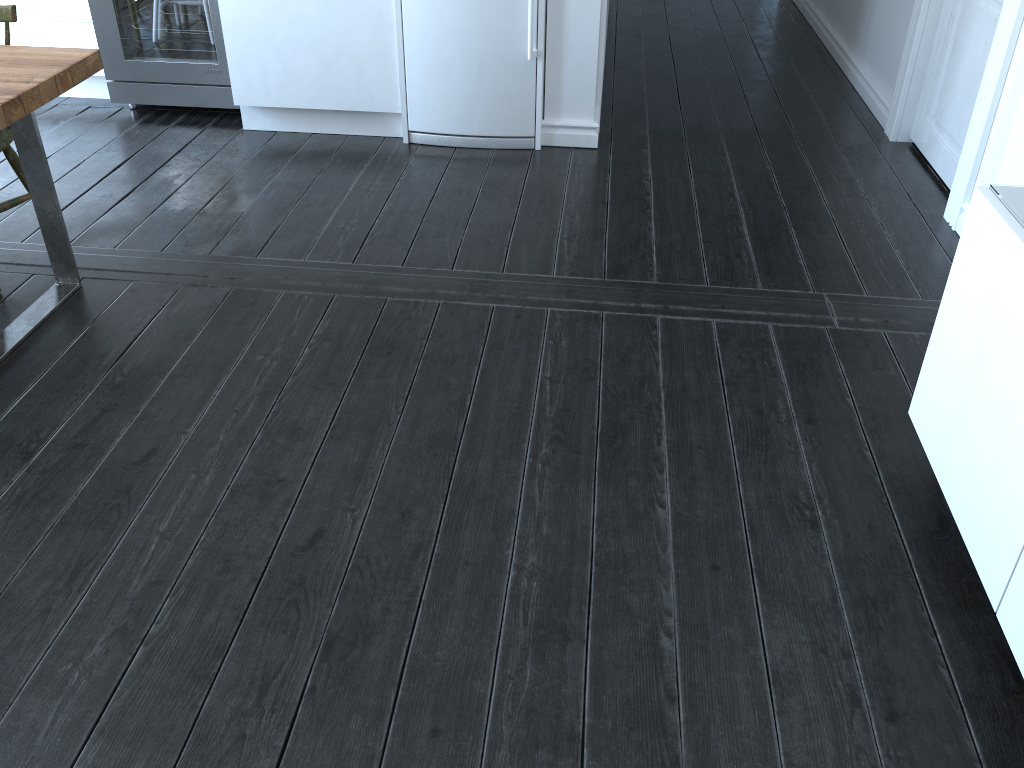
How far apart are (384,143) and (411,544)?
2.4 meters

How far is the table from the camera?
2.4 meters

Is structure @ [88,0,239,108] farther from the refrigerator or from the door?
the door

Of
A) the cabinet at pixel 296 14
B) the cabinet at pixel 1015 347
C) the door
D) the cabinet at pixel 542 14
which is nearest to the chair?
the cabinet at pixel 296 14

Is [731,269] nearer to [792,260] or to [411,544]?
[792,260]

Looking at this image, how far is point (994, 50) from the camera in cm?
296

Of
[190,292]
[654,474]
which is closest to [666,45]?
[190,292]

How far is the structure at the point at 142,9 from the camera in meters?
3.9 m

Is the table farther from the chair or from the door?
the door

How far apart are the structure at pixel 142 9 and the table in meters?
1.3 m
